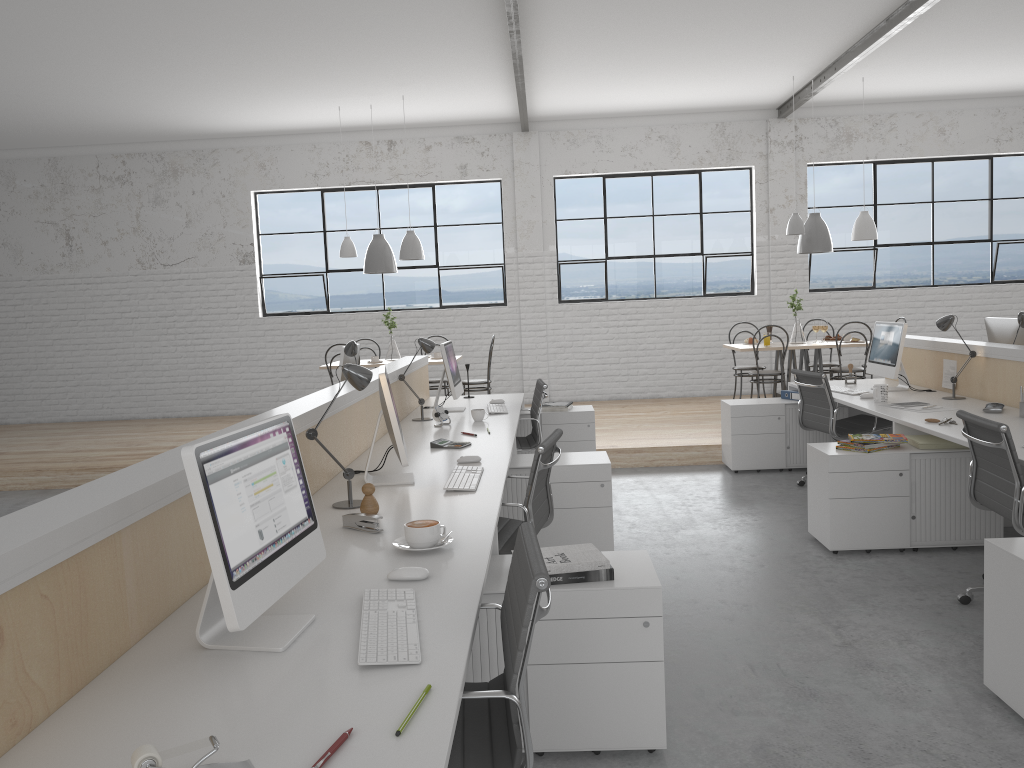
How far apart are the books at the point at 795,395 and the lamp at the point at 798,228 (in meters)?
1.77

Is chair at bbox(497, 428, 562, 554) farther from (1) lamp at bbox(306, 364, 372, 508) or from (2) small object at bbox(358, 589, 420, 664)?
(2) small object at bbox(358, 589, 420, 664)

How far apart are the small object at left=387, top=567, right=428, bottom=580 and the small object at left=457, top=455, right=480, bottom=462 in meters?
1.3 m

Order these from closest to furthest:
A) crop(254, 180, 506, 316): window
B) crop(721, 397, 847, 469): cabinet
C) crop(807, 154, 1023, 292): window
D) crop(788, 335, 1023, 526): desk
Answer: crop(788, 335, 1023, 526): desk → crop(721, 397, 847, 469): cabinet → crop(807, 154, 1023, 292): window → crop(254, 180, 506, 316): window

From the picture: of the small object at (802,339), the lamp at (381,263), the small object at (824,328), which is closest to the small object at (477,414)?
the lamp at (381,263)

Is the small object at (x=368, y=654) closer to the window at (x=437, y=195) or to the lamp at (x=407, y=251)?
the lamp at (x=407, y=251)

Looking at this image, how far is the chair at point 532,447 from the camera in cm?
469

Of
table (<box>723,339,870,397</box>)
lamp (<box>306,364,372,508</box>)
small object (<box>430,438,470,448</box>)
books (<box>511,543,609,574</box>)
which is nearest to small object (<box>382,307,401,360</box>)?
table (<box>723,339,870,397</box>)

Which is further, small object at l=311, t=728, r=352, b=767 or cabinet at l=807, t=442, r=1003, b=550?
cabinet at l=807, t=442, r=1003, b=550

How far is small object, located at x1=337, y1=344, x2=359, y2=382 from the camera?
4.7 meters
